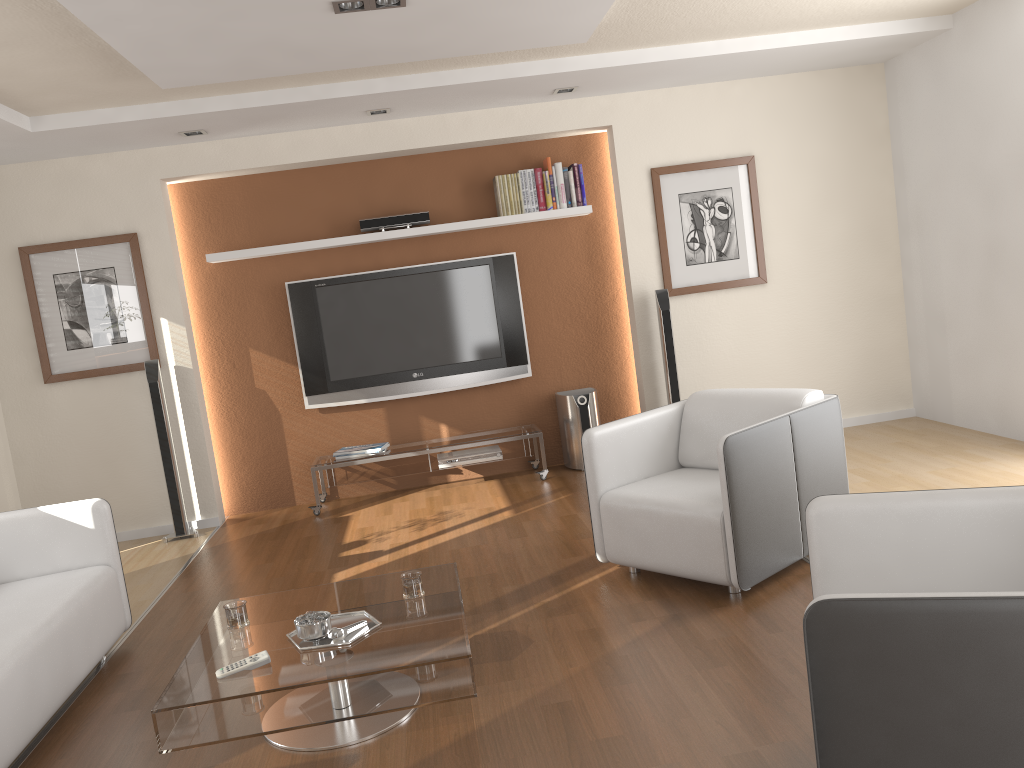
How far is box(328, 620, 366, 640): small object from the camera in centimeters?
277cm

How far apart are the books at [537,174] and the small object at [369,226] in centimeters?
79cm

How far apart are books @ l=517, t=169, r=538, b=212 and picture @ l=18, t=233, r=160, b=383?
2.6 meters

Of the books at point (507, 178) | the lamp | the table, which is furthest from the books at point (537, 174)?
the table

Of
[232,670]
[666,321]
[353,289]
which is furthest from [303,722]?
[666,321]

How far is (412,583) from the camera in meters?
3.1 m

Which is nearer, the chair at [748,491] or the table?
the table

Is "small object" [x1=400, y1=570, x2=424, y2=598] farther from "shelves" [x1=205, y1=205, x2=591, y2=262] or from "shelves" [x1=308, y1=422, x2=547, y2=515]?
"shelves" [x1=205, y1=205, x2=591, y2=262]

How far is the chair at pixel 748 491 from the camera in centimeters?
342cm

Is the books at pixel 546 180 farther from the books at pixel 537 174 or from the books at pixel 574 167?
the books at pixel 574 167
